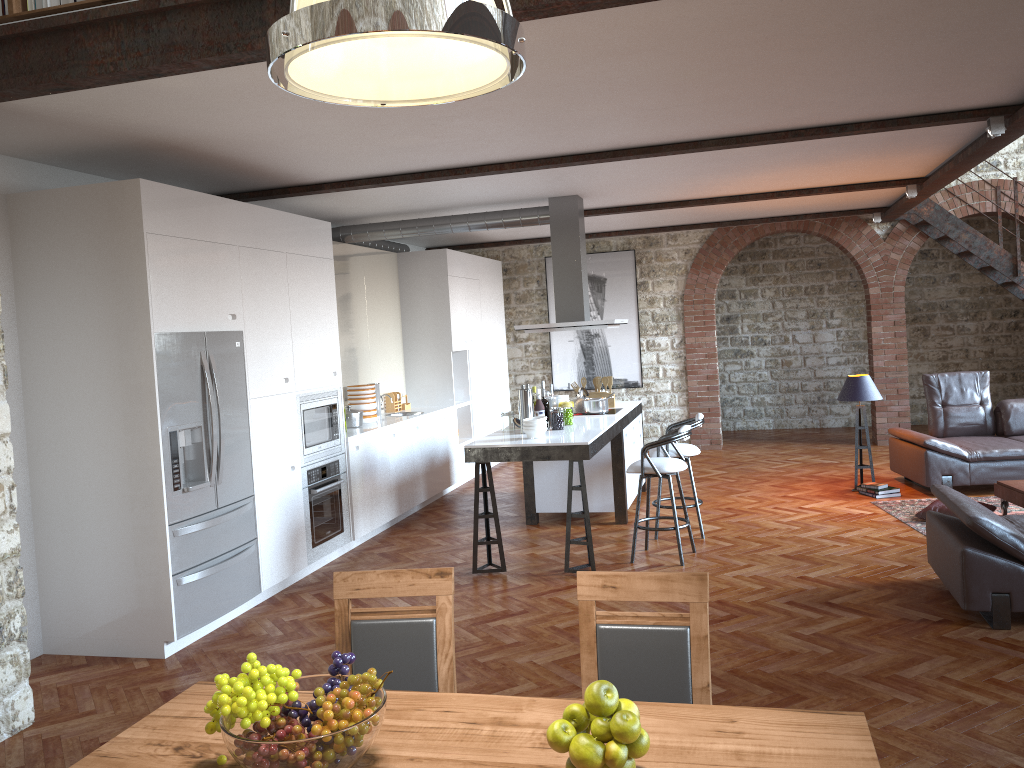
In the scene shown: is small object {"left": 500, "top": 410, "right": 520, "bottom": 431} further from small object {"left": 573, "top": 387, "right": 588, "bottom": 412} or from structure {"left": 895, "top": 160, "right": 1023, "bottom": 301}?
structure {"left": 895, "top": 160, "right": 1023, "bottom": 301}

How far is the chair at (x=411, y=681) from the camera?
2.77m

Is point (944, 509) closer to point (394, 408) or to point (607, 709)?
point (394, 408)

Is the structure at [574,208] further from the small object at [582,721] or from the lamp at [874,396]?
the small object at [582,721]

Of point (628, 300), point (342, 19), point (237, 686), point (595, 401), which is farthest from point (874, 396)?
point (342, 19)

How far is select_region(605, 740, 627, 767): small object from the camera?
1.8m

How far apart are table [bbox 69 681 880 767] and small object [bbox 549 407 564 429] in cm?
457

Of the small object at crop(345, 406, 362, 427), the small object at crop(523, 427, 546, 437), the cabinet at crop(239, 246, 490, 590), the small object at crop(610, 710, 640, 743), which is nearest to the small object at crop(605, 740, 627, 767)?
the small object at crop(610, 710, 640, 743)

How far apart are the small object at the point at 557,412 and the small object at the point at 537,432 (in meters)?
0.49

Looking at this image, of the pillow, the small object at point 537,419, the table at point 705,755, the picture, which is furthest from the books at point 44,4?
the picture
